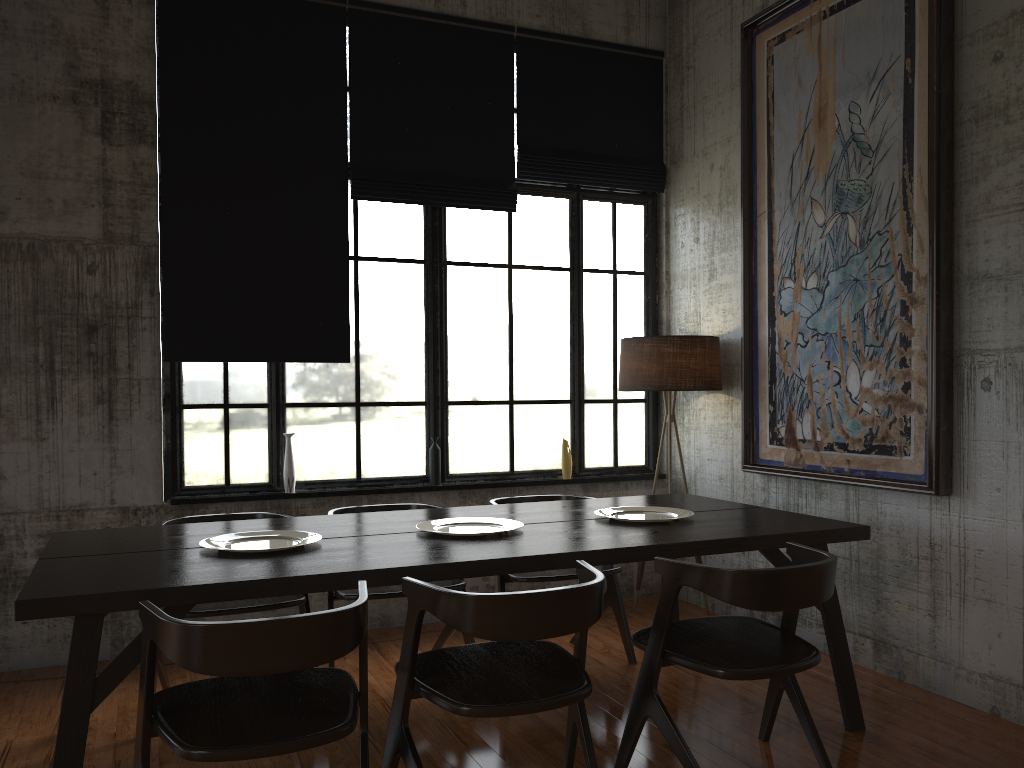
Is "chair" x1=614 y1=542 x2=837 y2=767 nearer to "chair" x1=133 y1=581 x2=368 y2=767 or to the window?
"chair" x1=133 y1=581 x2=368 y2=767

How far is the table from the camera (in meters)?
3.04

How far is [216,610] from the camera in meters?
4.3

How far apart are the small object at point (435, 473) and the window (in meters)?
0.12

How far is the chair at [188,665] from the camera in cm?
264

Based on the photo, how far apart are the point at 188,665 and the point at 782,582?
2.1 meters

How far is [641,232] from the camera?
7.25m

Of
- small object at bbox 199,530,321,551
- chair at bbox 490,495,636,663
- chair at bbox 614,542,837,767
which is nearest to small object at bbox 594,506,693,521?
chair at bbox 490,495,636,663

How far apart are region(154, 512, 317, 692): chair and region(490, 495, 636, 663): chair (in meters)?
1.13

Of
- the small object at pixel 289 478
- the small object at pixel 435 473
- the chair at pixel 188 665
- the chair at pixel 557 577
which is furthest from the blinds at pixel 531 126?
the chair at pixel 188 665
